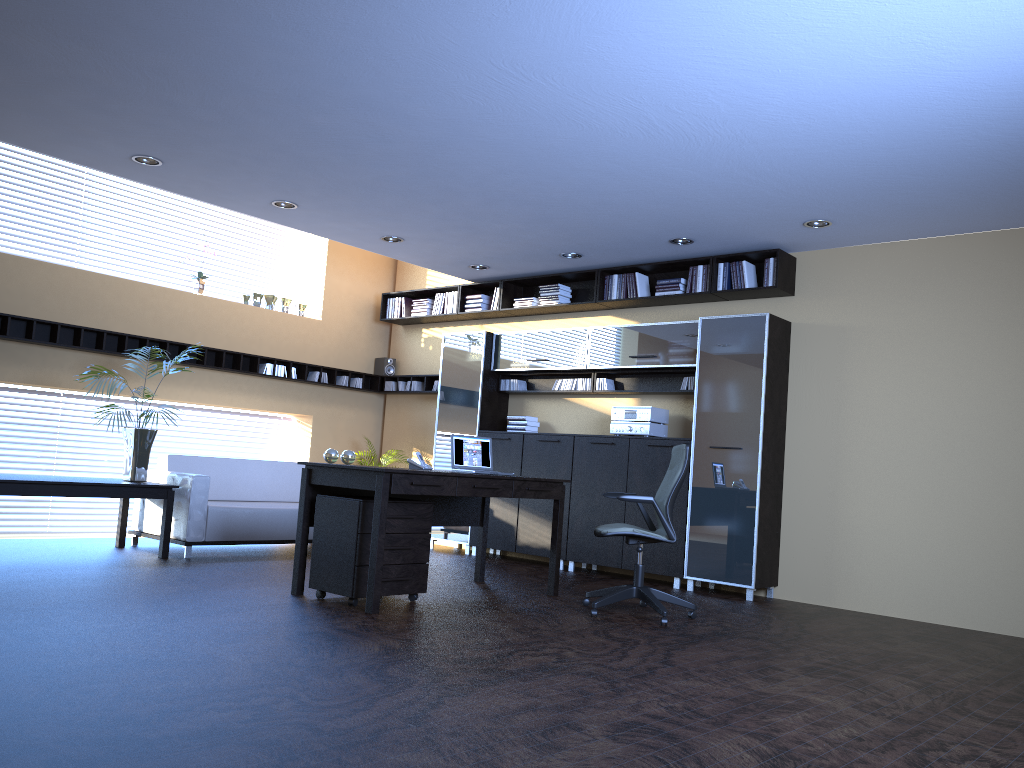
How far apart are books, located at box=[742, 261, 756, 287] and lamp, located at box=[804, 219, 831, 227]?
0.9 meters

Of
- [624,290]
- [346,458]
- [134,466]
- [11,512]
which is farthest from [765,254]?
[11,512]

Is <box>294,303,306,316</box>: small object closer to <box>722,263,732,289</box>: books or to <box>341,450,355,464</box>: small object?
<box>341,450,355,464</box>: small object

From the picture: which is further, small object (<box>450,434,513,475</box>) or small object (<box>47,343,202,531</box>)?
small object (<box>47,343,202,531</box>)

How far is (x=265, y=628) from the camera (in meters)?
4.72

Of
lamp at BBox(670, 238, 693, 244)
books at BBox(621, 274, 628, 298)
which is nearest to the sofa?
books at BBox(621, 274, 628, 298)

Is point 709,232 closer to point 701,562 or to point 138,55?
point 701,562

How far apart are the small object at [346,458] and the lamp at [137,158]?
2.6m

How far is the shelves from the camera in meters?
8.0

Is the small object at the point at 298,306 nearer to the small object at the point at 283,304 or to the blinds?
the small object at the point at 283,304
